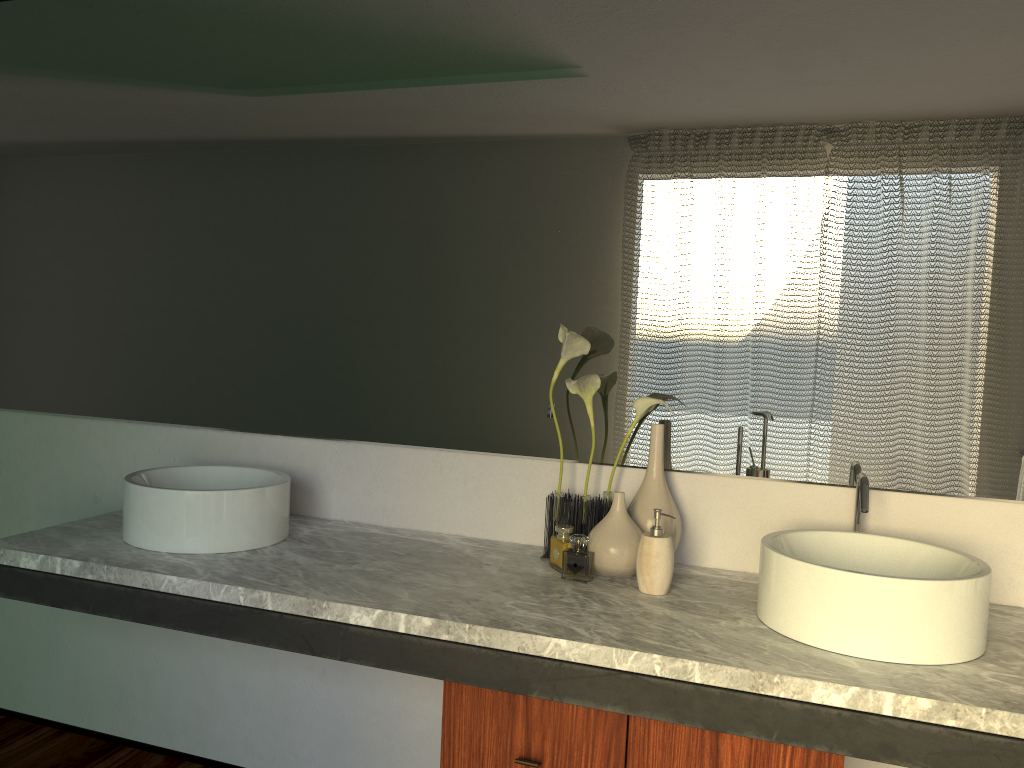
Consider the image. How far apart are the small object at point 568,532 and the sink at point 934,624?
0.4m

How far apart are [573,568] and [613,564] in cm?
443

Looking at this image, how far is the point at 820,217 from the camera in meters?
1.8

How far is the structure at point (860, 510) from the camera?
1.62m

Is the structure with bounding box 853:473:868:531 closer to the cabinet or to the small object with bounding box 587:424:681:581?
the small object with bounding box 587:424:681:581

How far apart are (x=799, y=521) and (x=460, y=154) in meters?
1.1 m

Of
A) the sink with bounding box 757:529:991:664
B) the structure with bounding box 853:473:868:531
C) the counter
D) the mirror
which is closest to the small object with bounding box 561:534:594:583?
the counter

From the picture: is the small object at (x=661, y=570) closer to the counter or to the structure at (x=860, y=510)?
the counter

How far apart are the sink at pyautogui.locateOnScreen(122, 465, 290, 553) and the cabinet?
0.5m

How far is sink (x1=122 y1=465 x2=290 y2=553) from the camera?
1.8m
